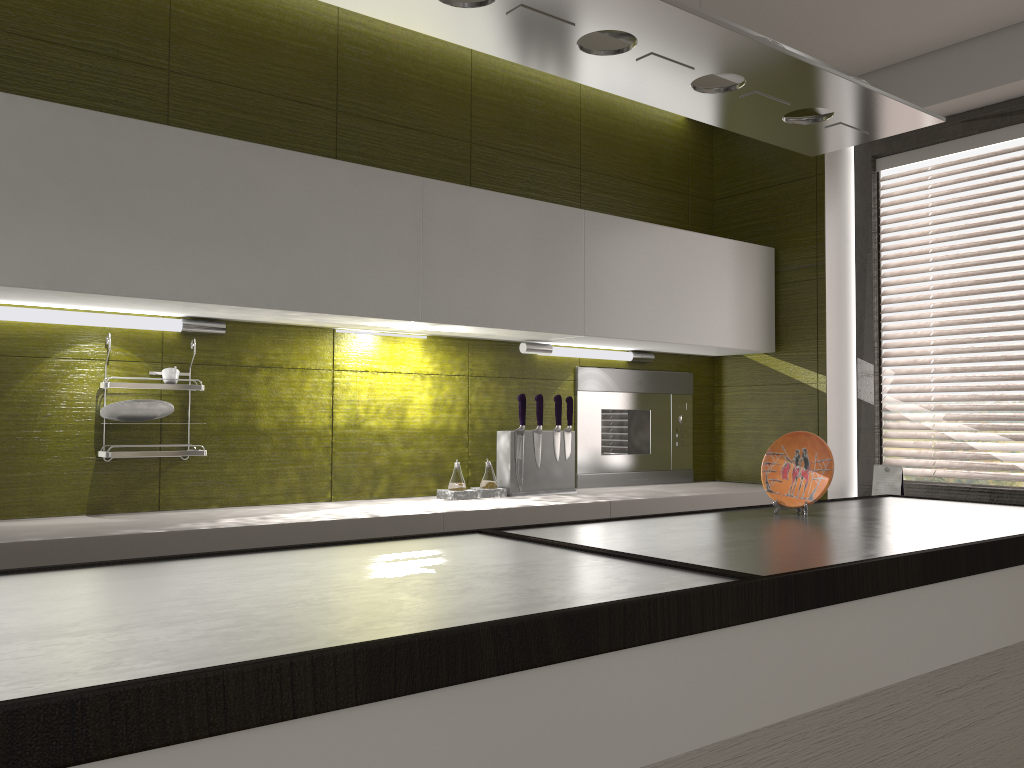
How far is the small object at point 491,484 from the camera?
3.0m

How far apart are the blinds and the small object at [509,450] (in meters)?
1.28

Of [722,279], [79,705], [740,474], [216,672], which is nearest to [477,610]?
[216,672]

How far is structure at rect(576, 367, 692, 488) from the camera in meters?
3.4

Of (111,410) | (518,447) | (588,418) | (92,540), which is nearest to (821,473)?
(518,447)

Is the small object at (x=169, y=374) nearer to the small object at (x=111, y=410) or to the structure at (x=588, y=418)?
the small object at (x=111, y=410)

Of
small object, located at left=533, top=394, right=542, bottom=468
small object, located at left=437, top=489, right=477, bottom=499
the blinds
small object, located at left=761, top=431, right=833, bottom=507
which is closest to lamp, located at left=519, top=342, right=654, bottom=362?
small object, located at left=533, top=394, right=542, bottom=468

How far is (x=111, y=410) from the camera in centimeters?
229cm

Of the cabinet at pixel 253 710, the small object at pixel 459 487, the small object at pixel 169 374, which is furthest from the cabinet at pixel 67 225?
the cabinet at pixel 253 710

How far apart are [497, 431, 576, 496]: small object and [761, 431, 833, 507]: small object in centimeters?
109cm
